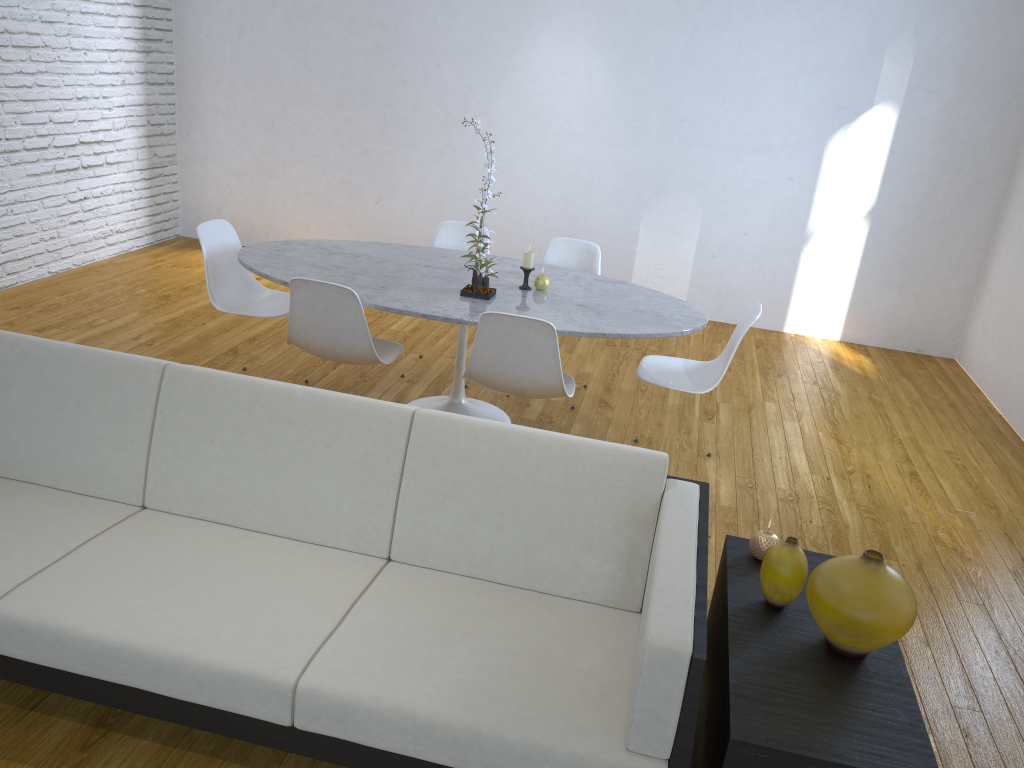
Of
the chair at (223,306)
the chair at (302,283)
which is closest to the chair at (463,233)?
the chair at (223,306)

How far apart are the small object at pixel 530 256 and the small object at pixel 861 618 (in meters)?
1.98

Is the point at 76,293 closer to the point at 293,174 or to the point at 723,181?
the point at 293,174

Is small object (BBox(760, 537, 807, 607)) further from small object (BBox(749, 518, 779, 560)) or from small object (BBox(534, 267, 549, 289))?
small object (BBox(534, 267, 549, 289))

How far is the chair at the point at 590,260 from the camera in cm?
419

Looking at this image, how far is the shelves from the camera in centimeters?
150cm

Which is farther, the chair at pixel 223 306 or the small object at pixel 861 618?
the chair at pixel 223 306

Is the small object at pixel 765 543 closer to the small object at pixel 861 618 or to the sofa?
the sofa

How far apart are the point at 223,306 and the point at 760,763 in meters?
2.9

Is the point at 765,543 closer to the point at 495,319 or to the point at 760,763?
the point at 760,763
